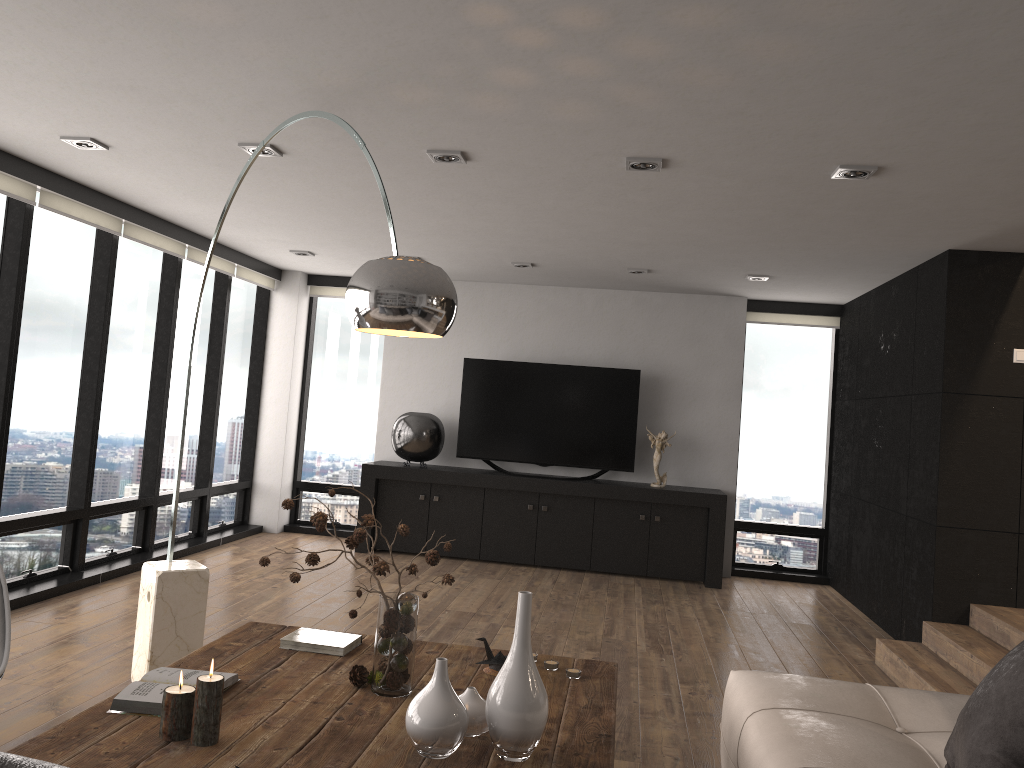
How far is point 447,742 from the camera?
2.1m

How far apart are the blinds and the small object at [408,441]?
1.6 meters

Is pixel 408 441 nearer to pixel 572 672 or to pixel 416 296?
pixel 572 672

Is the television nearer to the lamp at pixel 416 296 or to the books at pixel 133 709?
the lamp at pixel 416 296

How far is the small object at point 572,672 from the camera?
2.9m

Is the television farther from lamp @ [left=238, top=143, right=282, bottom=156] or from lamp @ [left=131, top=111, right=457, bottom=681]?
lamp @ [left=131, top=111, right=457, bottom=681]

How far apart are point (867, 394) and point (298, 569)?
5.5 meters

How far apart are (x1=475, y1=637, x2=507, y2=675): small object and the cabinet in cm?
441

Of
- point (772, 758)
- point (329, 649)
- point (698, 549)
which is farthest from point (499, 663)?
point (698, 549)

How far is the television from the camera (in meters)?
7.58
